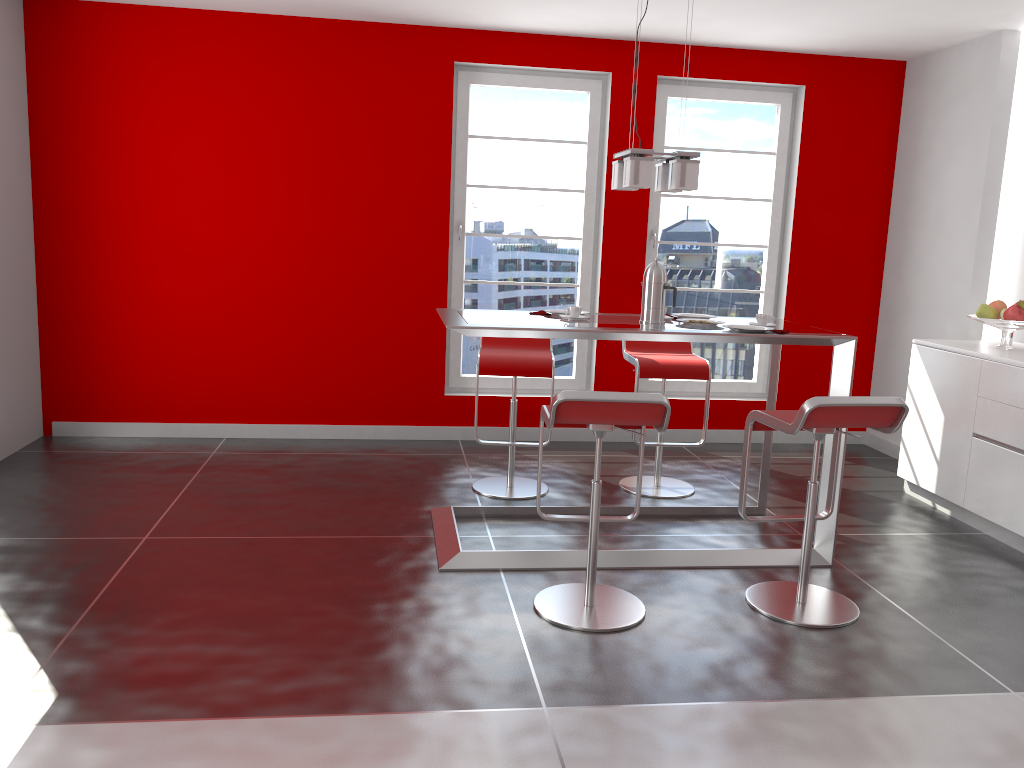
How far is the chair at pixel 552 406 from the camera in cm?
294

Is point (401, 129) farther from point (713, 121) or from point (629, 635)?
point (629, 635)

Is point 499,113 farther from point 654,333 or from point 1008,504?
point 1008,504

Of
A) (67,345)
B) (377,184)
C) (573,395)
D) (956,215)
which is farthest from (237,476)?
(956,215)

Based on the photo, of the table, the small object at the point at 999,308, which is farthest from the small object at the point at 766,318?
the small object at the point at 999,308

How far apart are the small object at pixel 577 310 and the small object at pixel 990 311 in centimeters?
223cm

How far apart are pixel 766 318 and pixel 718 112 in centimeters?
250cm

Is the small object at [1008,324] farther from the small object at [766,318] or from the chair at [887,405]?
the chair at [887,405]

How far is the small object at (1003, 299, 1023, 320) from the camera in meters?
4.5

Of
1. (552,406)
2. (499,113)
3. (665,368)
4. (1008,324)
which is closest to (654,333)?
(552,406)
